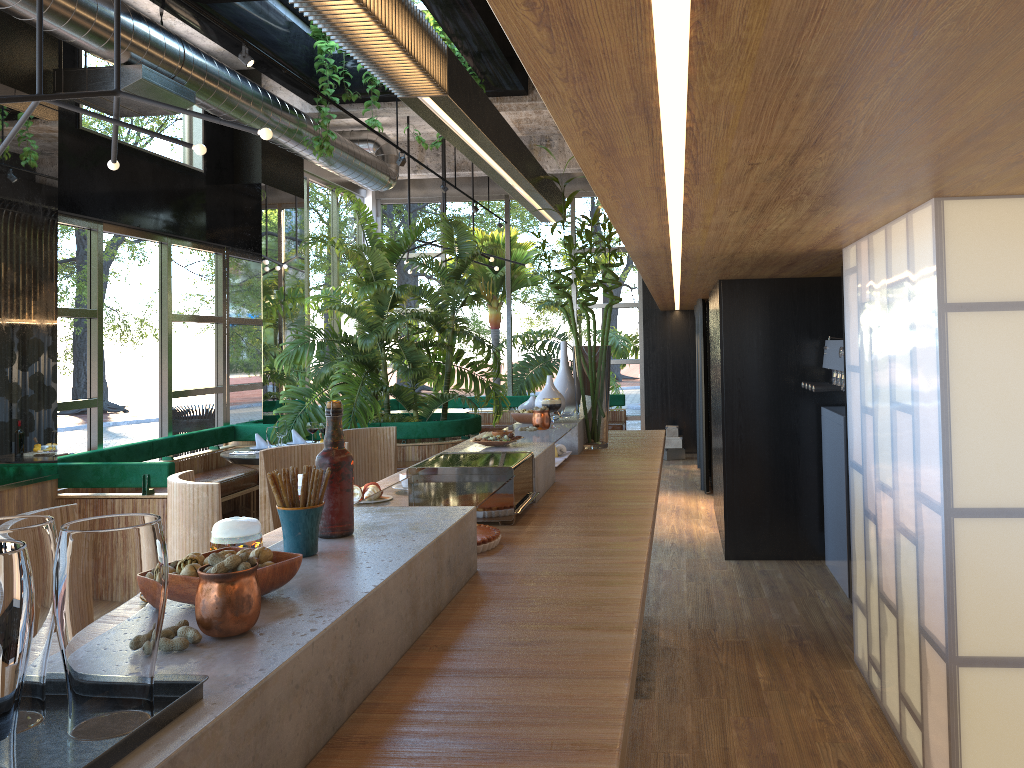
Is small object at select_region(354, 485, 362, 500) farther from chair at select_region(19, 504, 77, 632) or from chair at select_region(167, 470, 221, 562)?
chair at select_region(19, 504, 77, 632)

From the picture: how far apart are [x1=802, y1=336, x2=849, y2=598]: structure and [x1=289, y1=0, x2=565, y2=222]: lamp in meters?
2.0 m

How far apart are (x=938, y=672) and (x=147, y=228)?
7.1m

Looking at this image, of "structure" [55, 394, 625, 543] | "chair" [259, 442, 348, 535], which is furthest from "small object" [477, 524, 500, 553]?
"structure" [55, 394, 625, 543]

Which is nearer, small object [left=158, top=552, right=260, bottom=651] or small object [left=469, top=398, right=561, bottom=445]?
small object [left=158, top=552, right=260, bottom=651]

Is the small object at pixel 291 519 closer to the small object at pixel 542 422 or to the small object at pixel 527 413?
the small object at pixel 542 422

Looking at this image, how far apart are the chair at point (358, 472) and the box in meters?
7.1

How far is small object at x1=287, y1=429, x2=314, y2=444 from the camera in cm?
771

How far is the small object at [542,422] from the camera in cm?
393

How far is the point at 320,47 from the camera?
7.9 meters
